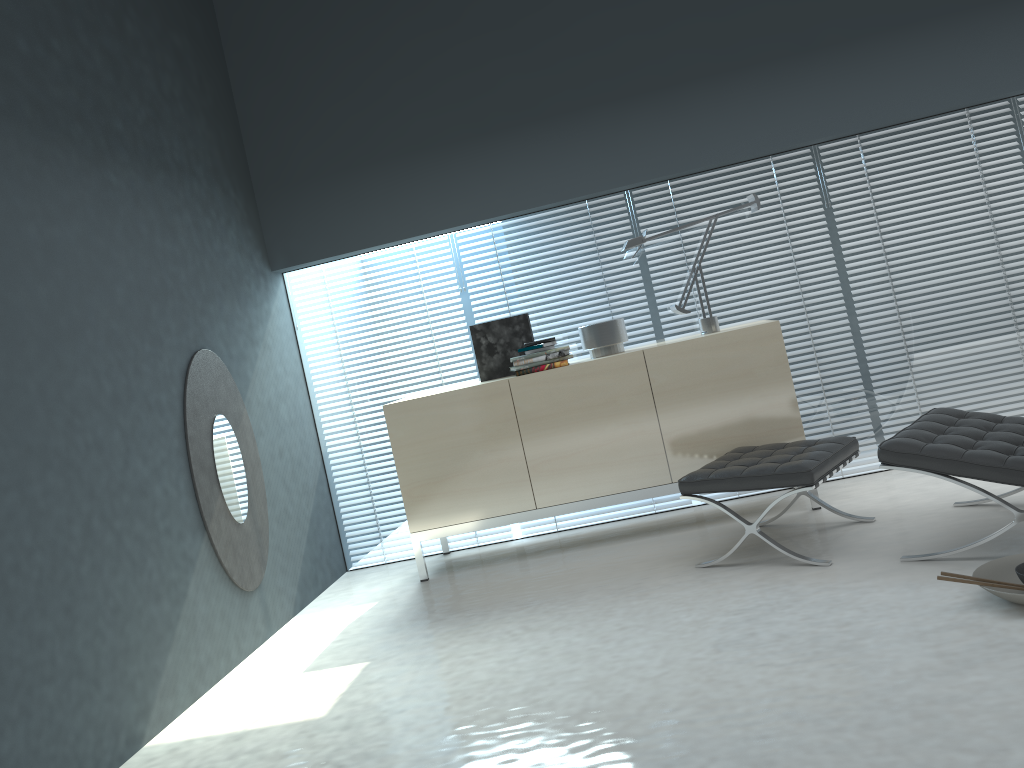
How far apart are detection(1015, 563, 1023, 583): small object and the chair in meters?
0.3

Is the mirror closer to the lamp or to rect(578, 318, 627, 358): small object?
rect(578, 318, 627, 358): small object

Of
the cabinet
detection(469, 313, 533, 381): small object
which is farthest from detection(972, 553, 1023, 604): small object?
detection(469, 313, 533, 381): small object

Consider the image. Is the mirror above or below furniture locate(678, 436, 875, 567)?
above

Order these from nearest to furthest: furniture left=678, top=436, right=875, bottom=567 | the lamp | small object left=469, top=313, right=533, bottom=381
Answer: furniture left=678, top=436, right=875, bottom=567, the lamp, small object left=469, top=313, right=533, bottom=381

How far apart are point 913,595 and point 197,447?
2.77m

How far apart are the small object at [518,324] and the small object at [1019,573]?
2.5 meters

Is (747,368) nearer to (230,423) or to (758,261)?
(758,261)

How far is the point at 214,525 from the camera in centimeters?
371cm

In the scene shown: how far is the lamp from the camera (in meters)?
4.33
